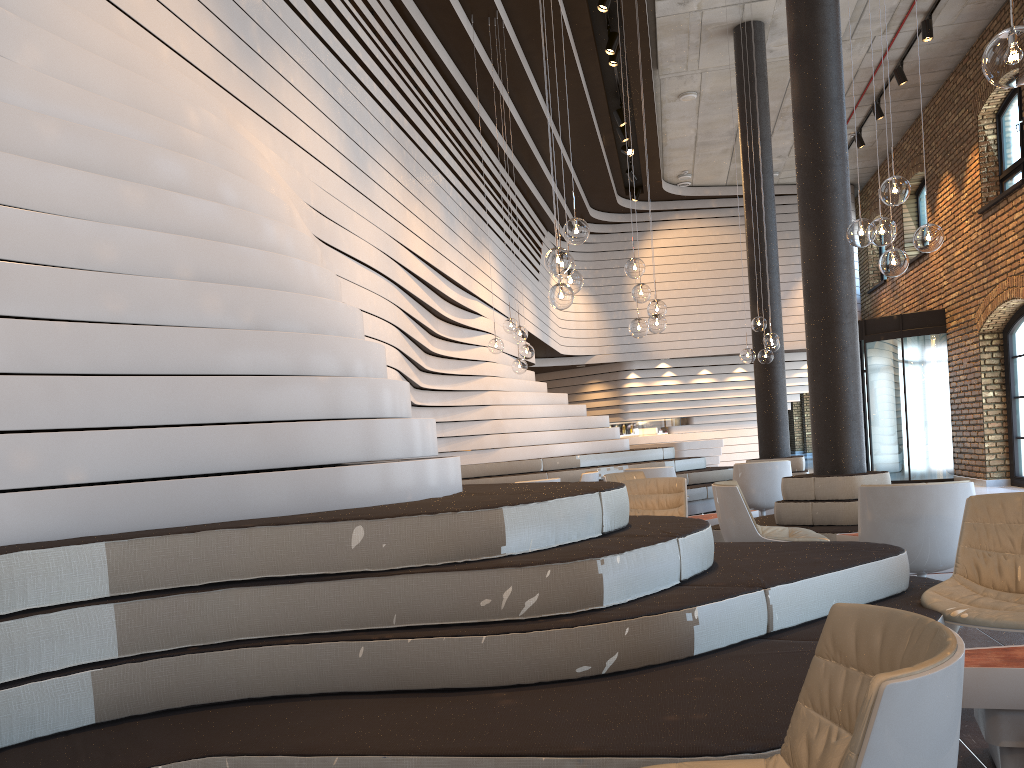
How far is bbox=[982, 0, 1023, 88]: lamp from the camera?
2.64m

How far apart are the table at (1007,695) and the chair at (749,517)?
2.64m

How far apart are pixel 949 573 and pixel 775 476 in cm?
338

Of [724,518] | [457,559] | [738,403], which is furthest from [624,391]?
[457,559]

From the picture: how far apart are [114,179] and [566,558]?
2.1 meters

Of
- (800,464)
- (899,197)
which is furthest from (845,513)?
(800,464)

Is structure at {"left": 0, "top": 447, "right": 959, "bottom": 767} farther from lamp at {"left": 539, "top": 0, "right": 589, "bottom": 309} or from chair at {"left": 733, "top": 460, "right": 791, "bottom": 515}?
chair at {"left": 733, "top": 460, "right": 791, "bottom": 515}

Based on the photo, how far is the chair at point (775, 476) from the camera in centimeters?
872cm

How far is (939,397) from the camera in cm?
1428

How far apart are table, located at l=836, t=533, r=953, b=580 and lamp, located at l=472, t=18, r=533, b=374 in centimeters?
433cm
